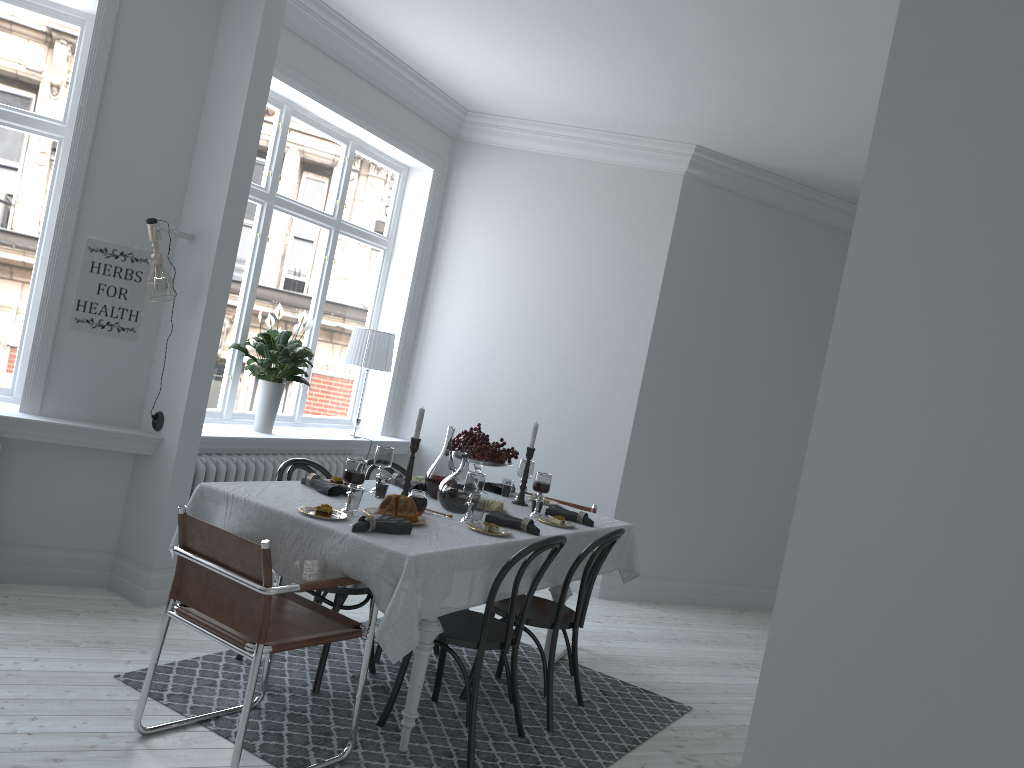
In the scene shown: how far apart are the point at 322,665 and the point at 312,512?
0.87m

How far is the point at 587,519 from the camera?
4.32m

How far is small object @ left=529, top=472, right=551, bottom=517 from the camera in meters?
4.2

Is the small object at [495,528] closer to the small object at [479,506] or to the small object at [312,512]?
the small object at [479,506]

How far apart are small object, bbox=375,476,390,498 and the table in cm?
4

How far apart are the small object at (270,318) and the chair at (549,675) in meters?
2.1

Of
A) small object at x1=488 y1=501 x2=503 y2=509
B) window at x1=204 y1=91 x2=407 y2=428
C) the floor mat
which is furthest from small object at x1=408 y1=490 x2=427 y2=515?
window at x1=204 y1=91 x2=407 y2=428

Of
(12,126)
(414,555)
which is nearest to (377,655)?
(414,555)

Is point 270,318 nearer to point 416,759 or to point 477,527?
point 477,527

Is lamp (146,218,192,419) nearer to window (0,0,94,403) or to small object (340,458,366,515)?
window (0,0,94,403)
